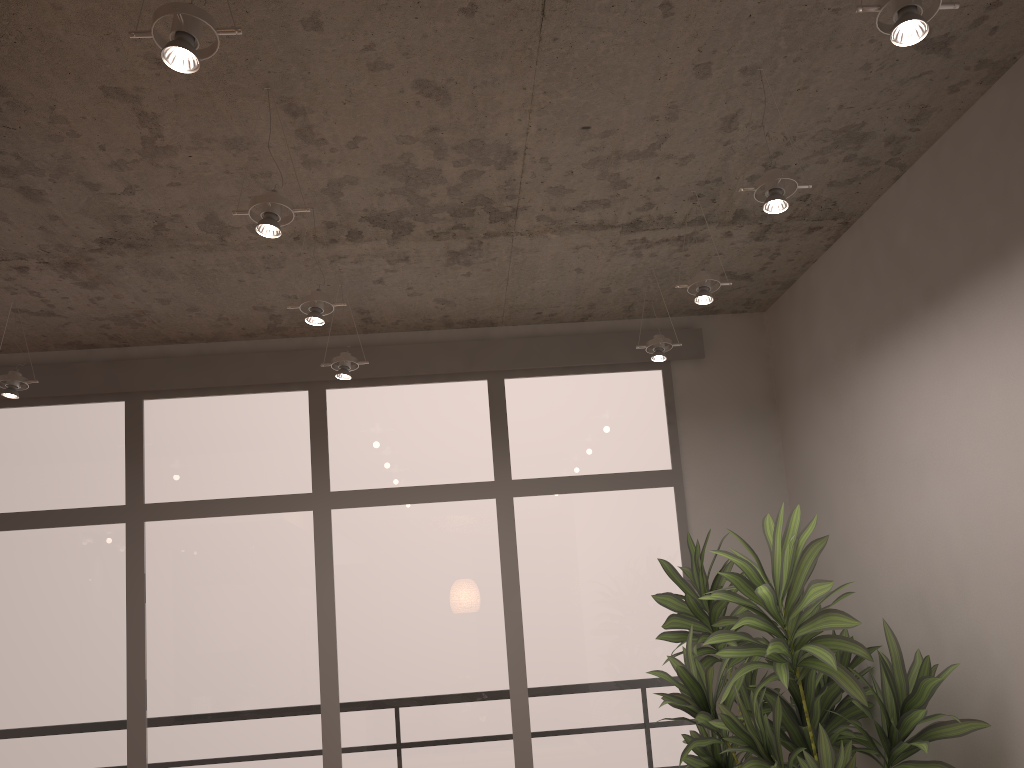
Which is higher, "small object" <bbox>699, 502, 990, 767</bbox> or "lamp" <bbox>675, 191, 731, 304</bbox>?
"lamp" <bbox>675, 191, 731, 304</bbox>

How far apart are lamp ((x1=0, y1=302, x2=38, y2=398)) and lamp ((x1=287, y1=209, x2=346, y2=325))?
1.6m

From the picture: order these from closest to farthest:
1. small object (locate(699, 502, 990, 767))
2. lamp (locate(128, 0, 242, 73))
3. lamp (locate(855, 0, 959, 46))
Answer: lamp (locate(128, 0, 242, 73)) → lamp (locate(855, 0, 959, 46)) → small object (locate(699, 502, 990, 767))

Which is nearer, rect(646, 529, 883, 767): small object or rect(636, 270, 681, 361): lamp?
rect(646, 529, 883, 767): small object

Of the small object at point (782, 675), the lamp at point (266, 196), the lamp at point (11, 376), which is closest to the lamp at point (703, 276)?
the small object at point (782, 675)

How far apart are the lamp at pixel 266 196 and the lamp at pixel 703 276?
1.6 meters

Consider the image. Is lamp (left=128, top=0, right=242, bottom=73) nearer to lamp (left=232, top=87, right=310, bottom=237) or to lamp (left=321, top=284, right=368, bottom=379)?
lamp (left=232, top=87, right=310, bottom=237)

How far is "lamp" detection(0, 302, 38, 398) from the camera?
4.1m

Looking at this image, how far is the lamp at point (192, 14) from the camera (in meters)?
1.82

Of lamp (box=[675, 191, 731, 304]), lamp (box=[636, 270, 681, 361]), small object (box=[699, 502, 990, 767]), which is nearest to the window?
lamp (box=[636, 270, 681, 361])
